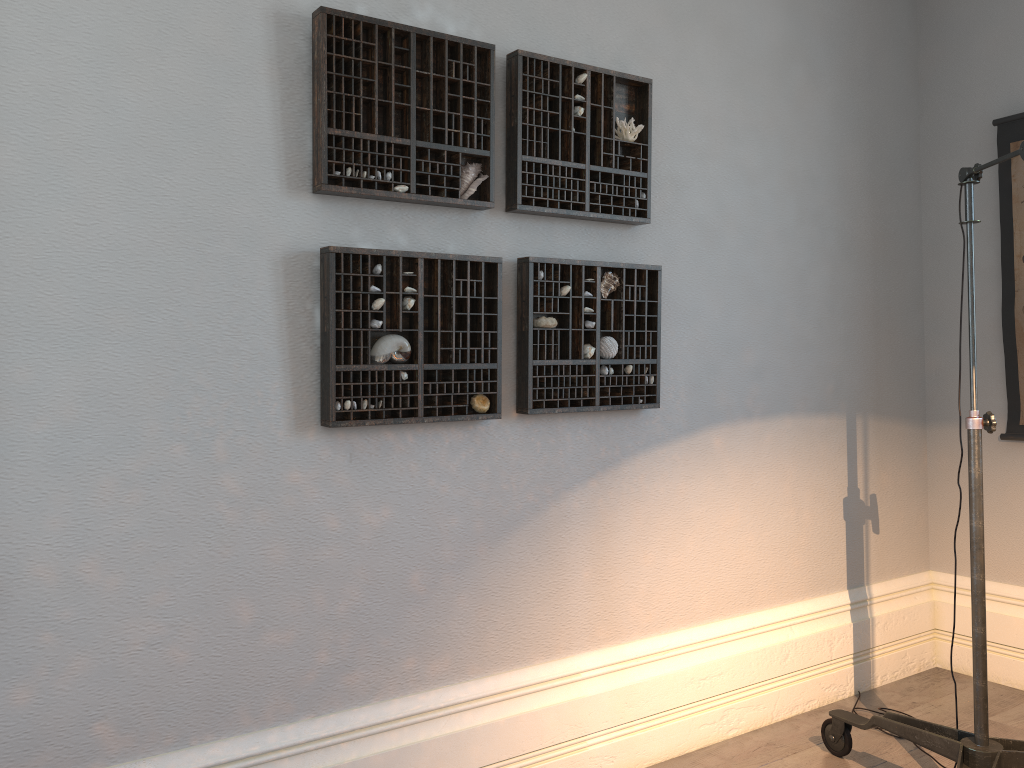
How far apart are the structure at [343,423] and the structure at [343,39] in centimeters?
14cm

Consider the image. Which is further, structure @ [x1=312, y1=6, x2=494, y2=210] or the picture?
the picture

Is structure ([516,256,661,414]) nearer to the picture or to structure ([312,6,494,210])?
structure ([312,6,494,210])

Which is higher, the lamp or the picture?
the picture

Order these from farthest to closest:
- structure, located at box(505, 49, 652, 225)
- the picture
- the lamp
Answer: the picture < structure, located at box(505, 49, 652, 225) < the lamp

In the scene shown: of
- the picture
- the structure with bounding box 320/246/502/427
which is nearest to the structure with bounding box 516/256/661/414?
the structure with bounding box 320/246/502/427

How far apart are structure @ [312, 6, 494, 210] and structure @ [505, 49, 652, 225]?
0.08m

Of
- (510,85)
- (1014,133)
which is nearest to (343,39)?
(510,85)

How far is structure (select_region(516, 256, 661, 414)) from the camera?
2.34m

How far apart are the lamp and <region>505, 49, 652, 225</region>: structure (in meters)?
0.81
